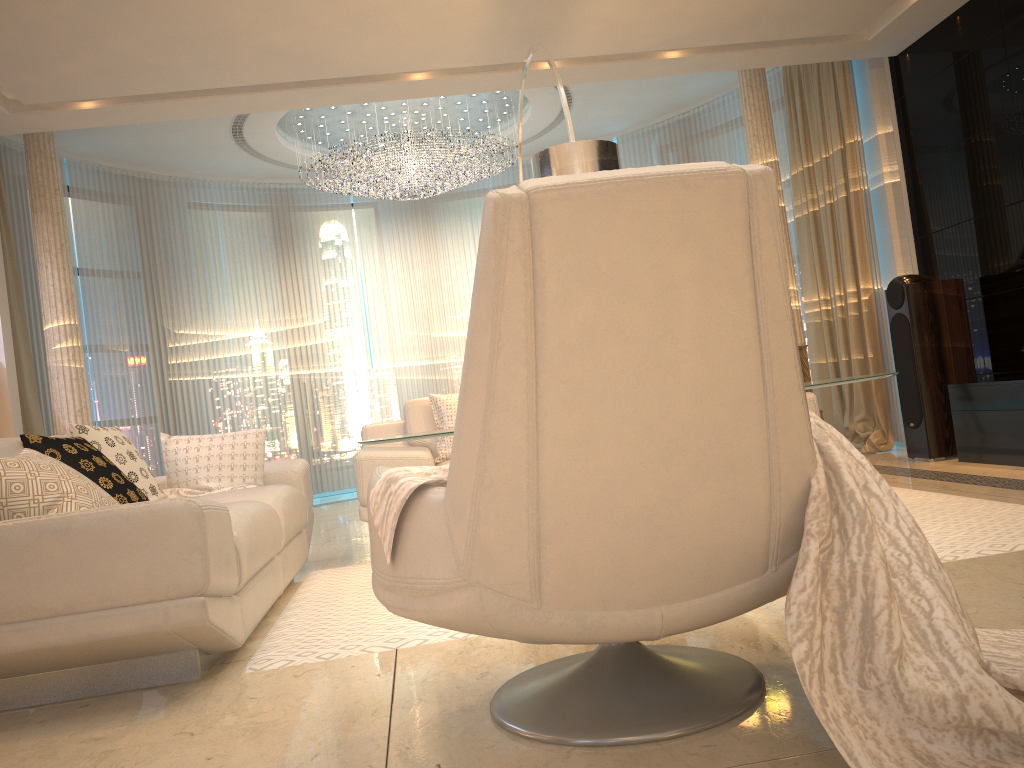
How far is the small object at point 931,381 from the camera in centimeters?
521cm

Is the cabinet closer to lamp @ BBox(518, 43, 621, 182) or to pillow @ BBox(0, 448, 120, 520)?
lamp @ BBox(518, 43, 621, 182)

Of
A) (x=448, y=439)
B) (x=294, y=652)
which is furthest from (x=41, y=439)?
(x=448, y=439)

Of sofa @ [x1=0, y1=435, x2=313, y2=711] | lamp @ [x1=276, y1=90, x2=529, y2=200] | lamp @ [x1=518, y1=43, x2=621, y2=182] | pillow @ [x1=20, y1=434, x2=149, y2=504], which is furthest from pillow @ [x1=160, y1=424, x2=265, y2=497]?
lamp @ [x1=276, y1=90, x2=529, y2=200]

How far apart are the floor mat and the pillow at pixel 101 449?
0.7m

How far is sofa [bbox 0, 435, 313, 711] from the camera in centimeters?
218cm

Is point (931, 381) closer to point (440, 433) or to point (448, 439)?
point (448, 439)

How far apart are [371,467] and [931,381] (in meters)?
3.33

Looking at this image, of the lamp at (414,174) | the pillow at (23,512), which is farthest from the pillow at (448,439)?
the lamp at (414,174)

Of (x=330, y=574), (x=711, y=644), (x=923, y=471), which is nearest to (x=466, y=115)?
(x=923, y=471)
